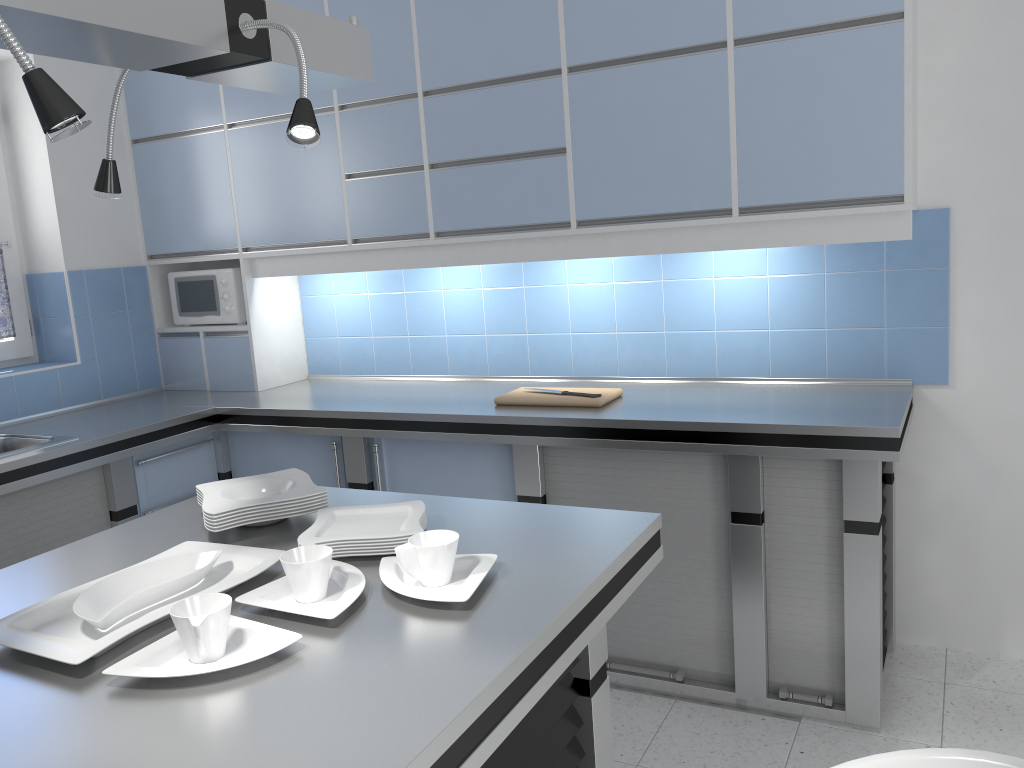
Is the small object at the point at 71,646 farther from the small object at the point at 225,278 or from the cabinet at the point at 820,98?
the small object at the point at 225,278

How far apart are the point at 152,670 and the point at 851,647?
2.15m

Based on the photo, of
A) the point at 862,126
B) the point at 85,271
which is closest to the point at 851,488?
the point at 862,126

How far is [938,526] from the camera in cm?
315

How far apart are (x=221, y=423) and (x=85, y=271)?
1.0 meters

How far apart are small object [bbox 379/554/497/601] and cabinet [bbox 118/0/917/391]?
1.7m

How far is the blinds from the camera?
3.82m

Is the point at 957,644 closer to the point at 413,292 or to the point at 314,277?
the point at 413,292

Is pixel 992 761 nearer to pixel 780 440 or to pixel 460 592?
pixel 460 592

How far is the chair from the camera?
1.12m
